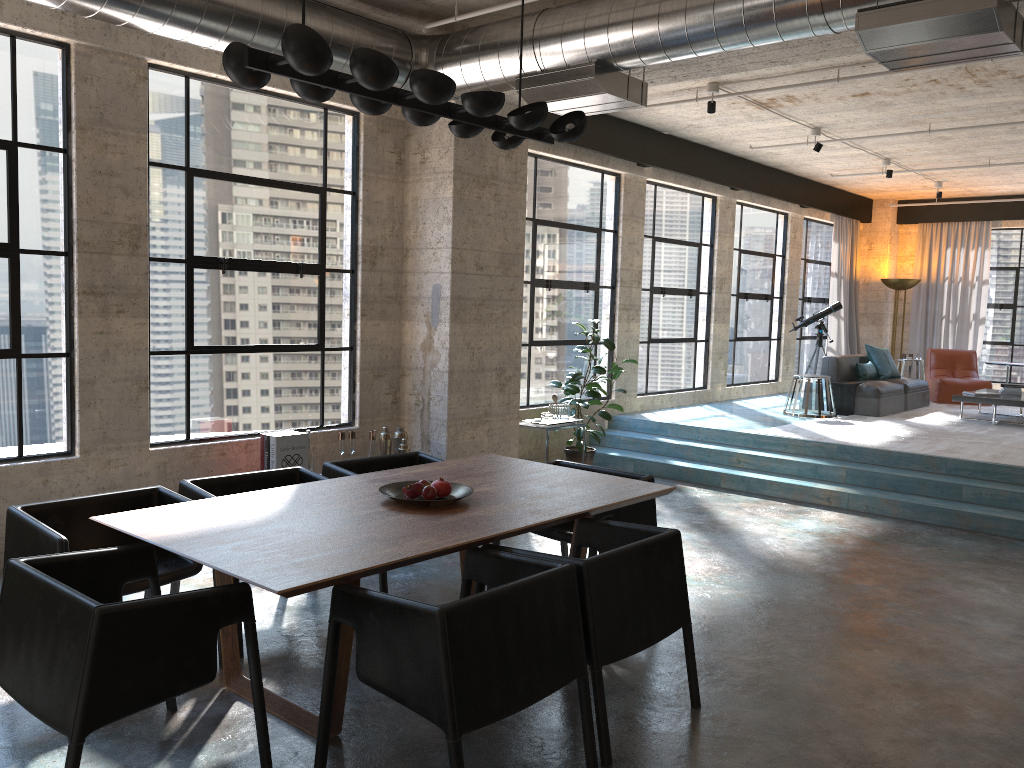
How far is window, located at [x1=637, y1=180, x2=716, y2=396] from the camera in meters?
10.6 m

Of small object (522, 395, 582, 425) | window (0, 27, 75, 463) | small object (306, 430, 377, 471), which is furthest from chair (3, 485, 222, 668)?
small object (522, 395, 582, 425)

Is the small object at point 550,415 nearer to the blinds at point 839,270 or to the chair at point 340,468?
the chair at point 340,468

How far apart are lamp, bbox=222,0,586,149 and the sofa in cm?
745

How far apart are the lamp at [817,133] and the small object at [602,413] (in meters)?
3.24

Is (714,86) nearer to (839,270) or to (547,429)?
(547,429)

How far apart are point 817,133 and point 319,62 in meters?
7.7

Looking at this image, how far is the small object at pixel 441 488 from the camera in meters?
4.0 m

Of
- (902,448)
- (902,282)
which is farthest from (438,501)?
(902,282)

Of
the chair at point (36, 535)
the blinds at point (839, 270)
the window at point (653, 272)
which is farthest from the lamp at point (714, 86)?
the blinds at point (839, 270)
